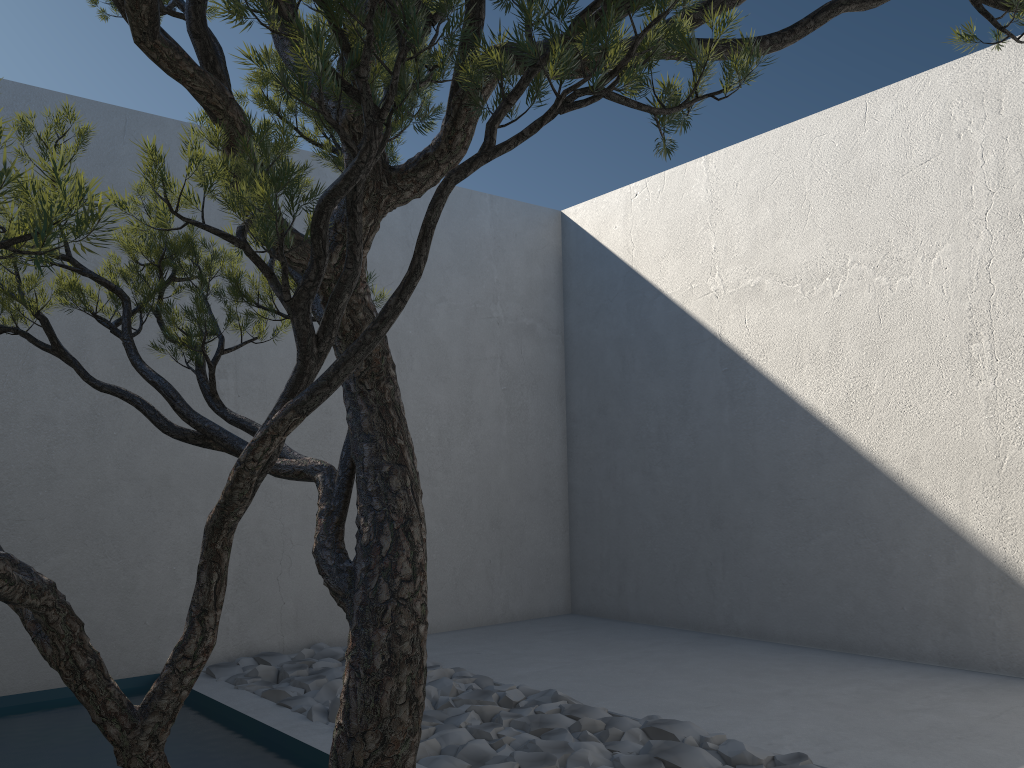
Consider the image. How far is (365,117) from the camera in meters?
1.1

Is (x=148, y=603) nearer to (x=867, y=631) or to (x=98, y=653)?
(x=98, y=653)

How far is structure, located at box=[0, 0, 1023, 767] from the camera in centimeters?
115cm

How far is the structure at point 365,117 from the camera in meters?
1.1 m

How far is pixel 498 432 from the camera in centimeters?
565cm
